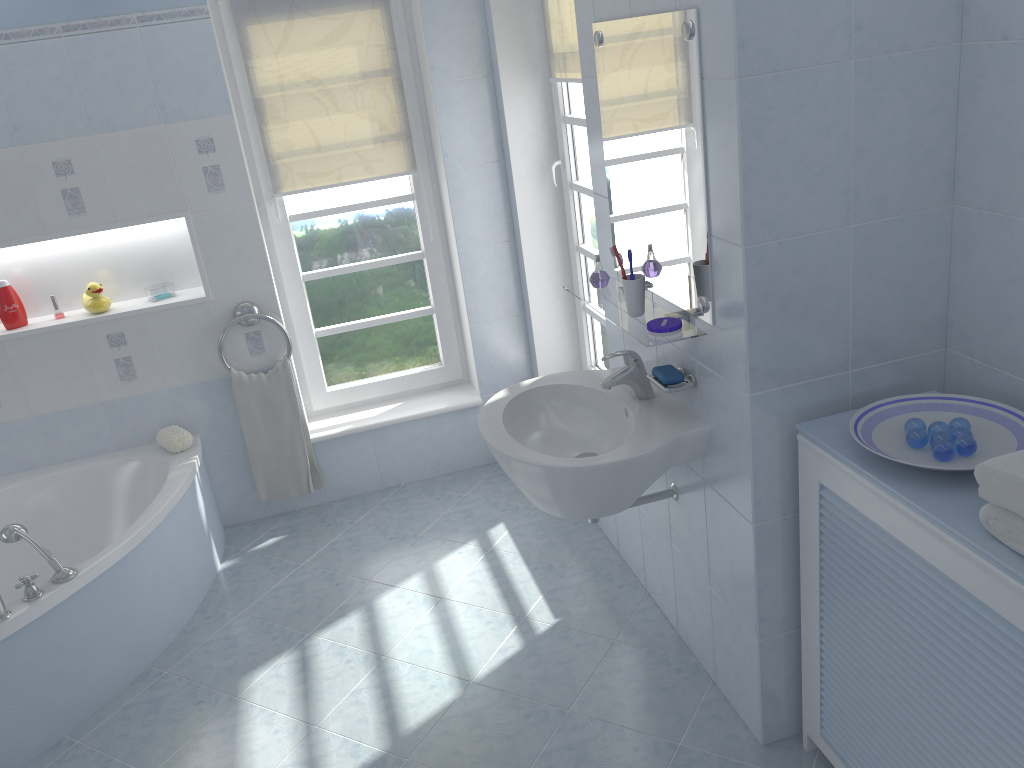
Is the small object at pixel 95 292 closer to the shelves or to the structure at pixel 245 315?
the structure at pixel 245 315

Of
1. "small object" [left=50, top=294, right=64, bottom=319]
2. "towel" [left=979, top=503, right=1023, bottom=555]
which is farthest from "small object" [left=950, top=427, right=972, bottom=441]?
"small object" [left=50, top=294, right=64, bottom=319]

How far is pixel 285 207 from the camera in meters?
3.7 m

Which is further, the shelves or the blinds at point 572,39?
the blinds at point 572,39

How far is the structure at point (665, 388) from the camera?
2.2m

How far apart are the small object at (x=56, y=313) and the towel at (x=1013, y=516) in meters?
3.3 m

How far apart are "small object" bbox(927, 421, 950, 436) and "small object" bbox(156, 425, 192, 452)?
2.7m

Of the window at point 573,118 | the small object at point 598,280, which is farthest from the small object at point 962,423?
the window at point 573,118

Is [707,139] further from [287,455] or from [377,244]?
[287,455]

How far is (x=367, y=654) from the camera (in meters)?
2.89
